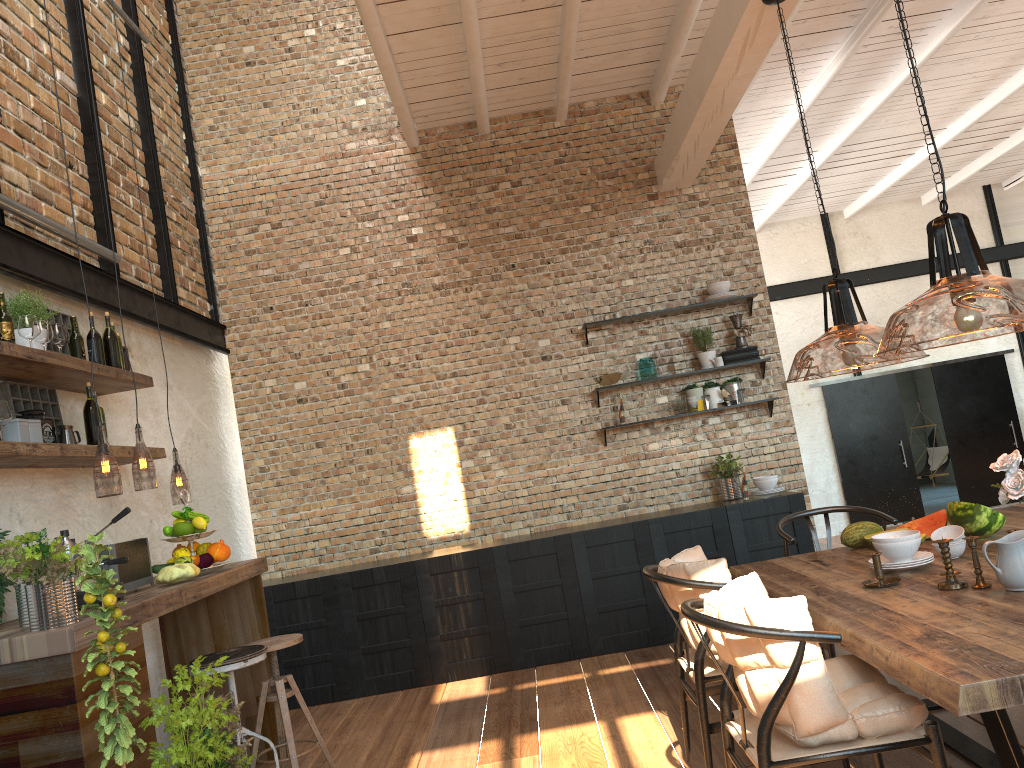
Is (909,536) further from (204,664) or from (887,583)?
(204,664)

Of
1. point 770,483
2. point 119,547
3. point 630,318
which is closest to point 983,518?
point 770,483

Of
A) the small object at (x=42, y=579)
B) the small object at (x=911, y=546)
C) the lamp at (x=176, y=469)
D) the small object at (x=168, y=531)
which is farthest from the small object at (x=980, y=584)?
the lamp at (x=176, y=469)

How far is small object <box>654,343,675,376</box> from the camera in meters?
6.7 m

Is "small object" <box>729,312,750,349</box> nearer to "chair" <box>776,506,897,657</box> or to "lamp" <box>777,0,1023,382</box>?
"lamp" <box>777,0,1023,382</box>

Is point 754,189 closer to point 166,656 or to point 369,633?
point 369,633

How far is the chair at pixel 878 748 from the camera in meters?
2.4 m

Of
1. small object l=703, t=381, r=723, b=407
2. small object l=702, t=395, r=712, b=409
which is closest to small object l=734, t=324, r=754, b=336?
small object l=703, t=381, r=723, b=407

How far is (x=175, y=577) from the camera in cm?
395

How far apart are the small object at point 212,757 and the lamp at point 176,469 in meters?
3.2 m
